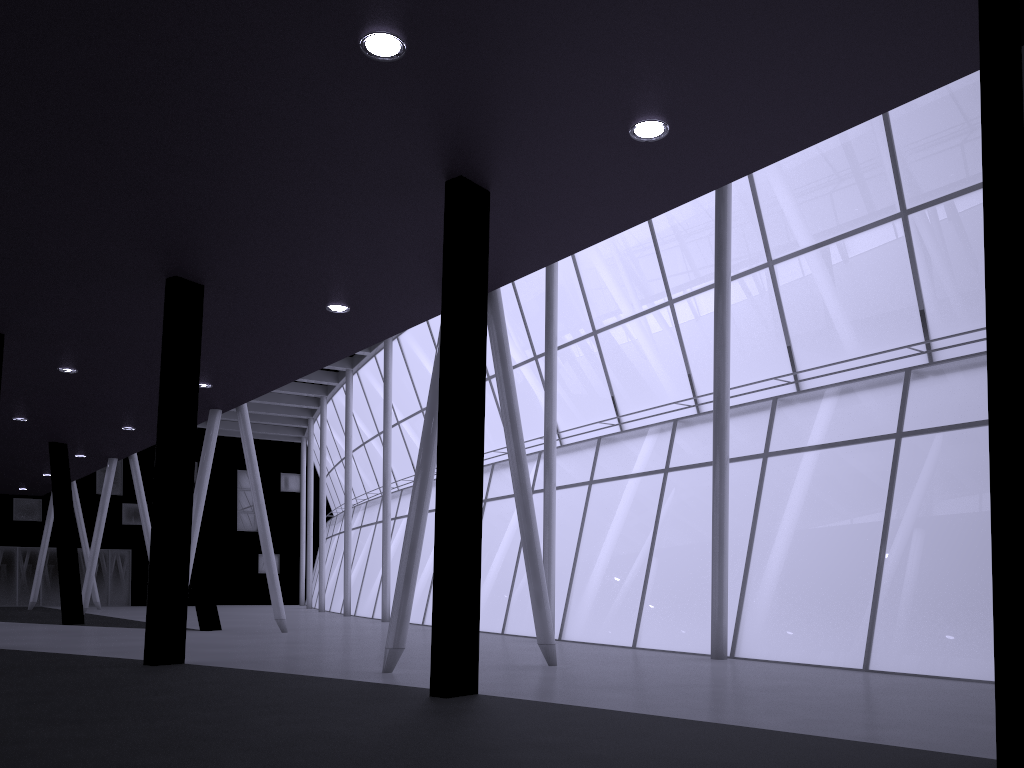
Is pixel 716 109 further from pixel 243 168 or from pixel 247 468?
pixel 247 468
